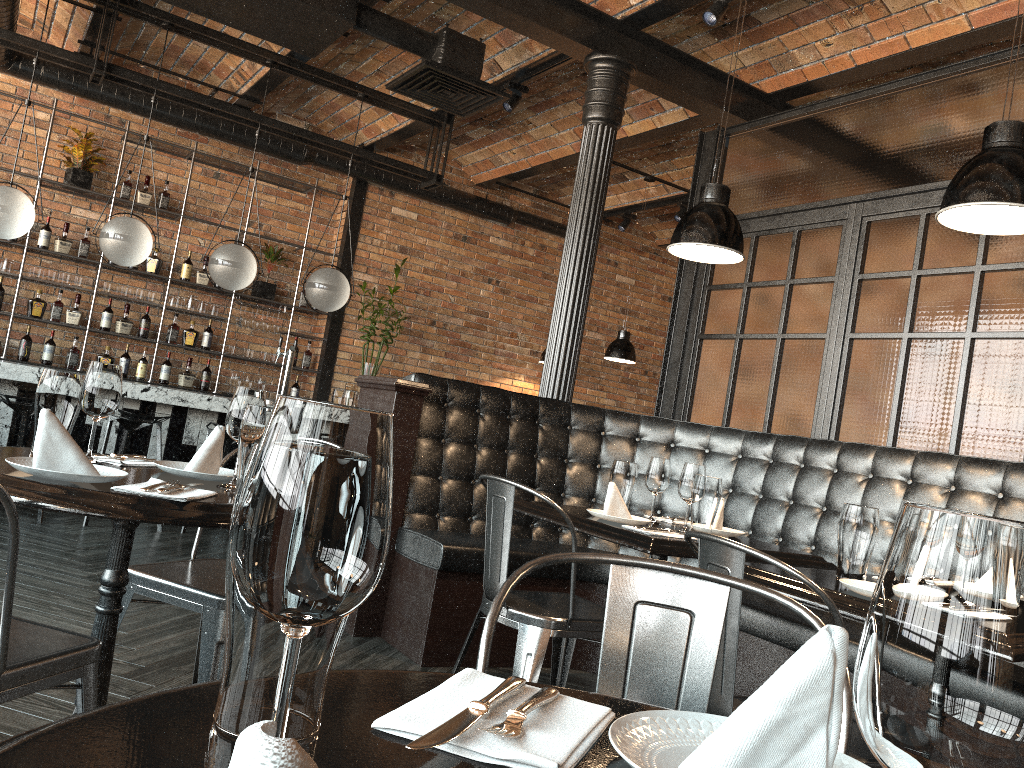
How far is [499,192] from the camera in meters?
9.4 m

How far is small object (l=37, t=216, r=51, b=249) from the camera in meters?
7.4

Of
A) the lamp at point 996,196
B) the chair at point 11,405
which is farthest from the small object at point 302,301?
the lamp at point 996,196

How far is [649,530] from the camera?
2.9m

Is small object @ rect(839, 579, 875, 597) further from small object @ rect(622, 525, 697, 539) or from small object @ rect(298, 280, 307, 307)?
small object @ rect(298, 280, 307, 307)

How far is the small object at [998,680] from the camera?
0.4 meters

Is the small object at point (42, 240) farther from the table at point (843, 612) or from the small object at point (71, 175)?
the table at point (843, 612)

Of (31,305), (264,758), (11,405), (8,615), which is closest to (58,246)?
(31,305)

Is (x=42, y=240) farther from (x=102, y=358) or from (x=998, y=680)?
(x=998, y=680)

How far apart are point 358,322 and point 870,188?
5.35m
